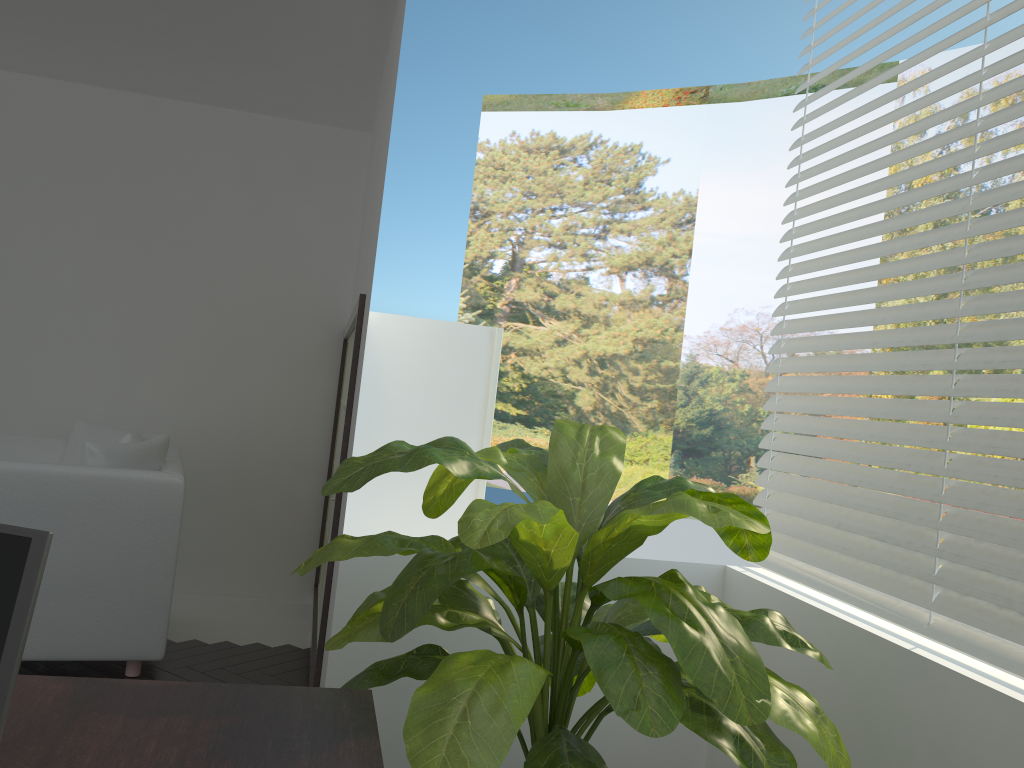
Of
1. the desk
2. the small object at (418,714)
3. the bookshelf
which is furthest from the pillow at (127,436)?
the desk

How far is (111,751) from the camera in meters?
1.2 m

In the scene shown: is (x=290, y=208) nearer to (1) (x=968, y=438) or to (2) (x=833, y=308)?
(2) (x=833, y=308)

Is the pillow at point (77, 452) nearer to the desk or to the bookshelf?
the bookshelf

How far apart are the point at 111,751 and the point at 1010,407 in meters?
1.8 m

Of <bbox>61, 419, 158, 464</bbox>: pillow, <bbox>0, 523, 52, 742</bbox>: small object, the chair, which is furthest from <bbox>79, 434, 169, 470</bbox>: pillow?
<bbox>0, 523, 52, 742</bbox>: small object

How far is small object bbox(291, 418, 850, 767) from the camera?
1.41m

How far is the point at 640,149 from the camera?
14.6 meters

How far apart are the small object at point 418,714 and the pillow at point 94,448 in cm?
175

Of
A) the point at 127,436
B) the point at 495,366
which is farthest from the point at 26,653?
the point at 495,366
